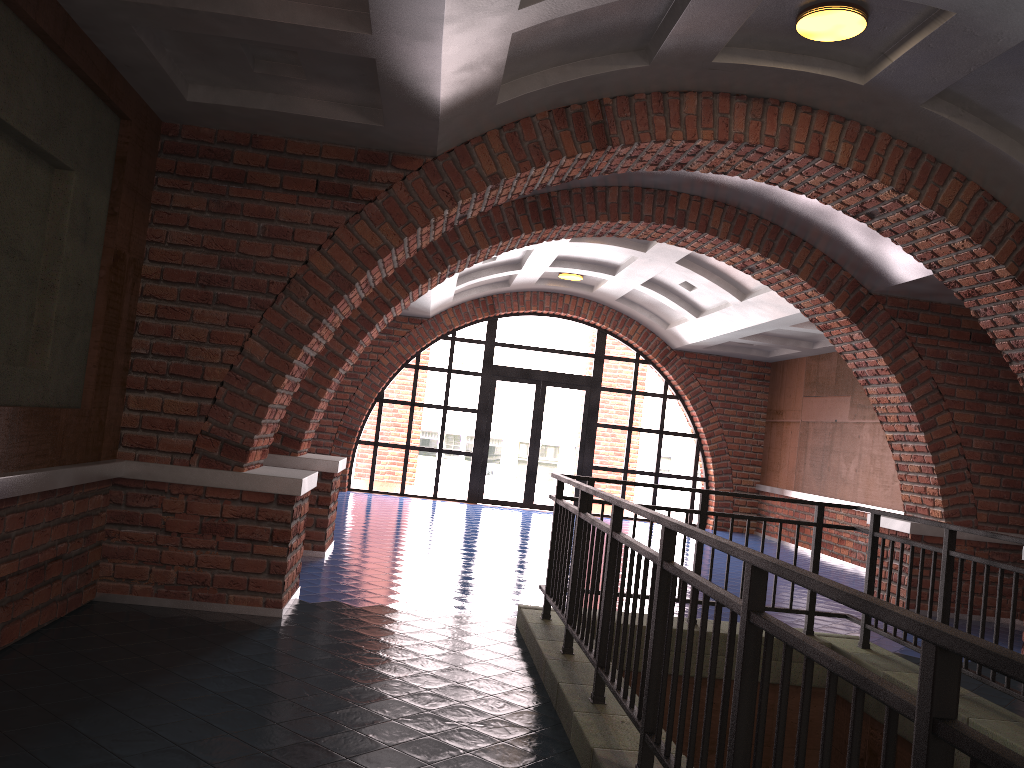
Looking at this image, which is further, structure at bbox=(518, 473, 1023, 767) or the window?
the window

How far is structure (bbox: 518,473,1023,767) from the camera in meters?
1.5 m

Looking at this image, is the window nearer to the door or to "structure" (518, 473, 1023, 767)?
the door

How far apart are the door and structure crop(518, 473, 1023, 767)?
9.19m

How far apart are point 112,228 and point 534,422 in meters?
10.8

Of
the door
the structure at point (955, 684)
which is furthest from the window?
the structure at point (955, 684)

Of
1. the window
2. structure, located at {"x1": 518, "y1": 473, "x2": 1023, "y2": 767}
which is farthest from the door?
structure, located at {"x1": 518, "y1": 473, "x2": 1023, "y2": 767}

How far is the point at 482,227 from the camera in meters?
8.2 m

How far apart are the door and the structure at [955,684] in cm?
919

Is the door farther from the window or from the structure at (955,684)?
the structure at (955,684)
